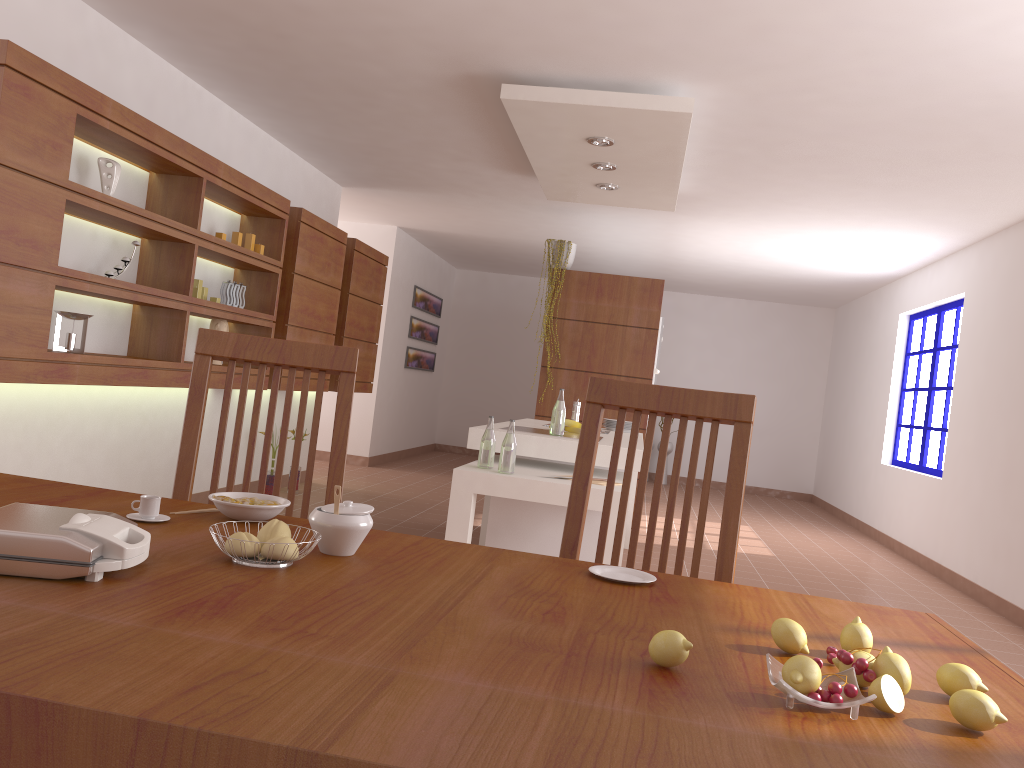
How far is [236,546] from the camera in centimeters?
119cm

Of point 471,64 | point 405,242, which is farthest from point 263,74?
point 405,242

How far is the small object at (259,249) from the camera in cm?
536

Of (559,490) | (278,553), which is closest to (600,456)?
(559,490)

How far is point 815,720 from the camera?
0.9 meters

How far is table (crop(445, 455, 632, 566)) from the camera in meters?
3.6

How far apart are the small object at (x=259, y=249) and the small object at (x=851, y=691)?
5.0m

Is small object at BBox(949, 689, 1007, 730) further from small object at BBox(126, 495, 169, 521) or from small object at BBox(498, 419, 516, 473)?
small object at BBox(498, 419, 516, 473)

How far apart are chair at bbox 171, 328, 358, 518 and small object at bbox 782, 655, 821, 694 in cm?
115

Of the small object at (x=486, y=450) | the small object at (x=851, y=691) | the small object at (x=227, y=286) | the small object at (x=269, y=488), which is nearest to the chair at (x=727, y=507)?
the small object at (x=851, y=691)
